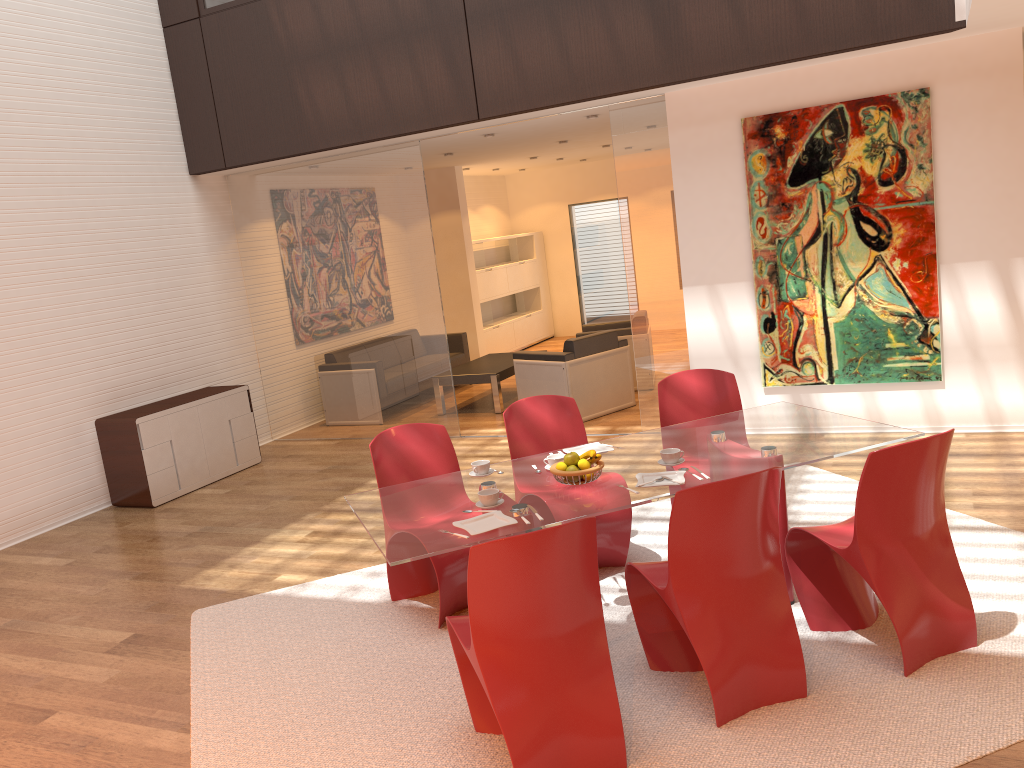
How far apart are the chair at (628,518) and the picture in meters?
2.5 m

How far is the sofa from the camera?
10.69m

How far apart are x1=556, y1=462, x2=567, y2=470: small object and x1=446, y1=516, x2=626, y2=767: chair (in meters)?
0.81

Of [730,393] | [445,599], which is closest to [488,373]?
[730,393]

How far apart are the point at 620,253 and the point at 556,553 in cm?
1148

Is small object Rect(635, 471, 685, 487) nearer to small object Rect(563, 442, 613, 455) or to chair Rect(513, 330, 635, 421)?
small object Rect(563, 442, 613, 455)

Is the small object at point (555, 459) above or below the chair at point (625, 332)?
above

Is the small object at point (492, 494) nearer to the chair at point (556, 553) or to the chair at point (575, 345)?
the chair at point (556, 553)

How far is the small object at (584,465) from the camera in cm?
374

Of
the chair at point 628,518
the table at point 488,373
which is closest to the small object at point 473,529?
the chair at point 628,518
